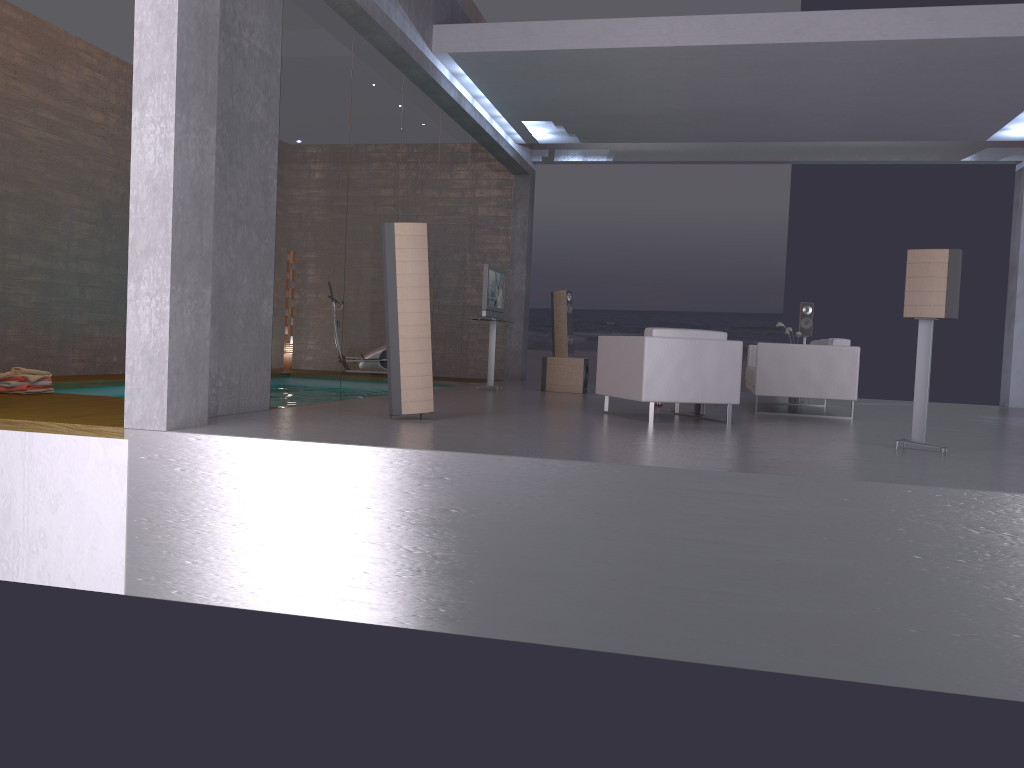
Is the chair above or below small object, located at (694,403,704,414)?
above

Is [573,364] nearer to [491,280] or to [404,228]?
[491,280]

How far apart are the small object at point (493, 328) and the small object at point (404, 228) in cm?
485

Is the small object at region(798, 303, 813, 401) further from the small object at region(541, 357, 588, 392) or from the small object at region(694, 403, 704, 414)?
the small object at region(694, 403, 704, 414)

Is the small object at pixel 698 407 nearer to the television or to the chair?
the chair

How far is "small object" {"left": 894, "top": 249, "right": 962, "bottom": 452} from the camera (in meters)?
5.90

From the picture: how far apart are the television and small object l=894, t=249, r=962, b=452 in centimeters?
586cm

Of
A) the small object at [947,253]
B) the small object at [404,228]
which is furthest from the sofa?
the small object at [404,228]

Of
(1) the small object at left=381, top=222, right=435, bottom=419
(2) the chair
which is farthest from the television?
(1) the small object at left=381, top=222, right=435, bottom=419

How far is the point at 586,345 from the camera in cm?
2088
